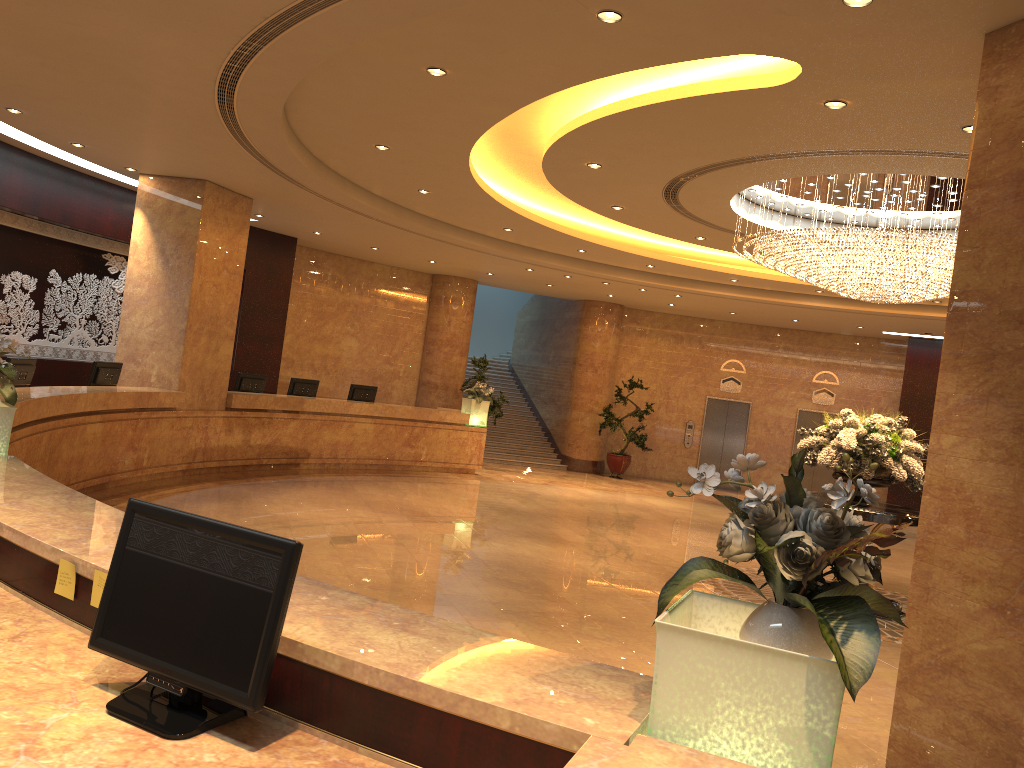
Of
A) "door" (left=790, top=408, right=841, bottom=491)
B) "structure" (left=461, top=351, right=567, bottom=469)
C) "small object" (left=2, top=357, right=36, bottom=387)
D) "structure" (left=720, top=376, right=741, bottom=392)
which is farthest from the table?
"structure" (left=720, top=376, right=741, bottom=392)

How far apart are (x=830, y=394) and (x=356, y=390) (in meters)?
11.27

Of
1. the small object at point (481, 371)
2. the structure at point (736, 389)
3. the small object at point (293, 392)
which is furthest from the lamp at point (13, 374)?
the structure at point (736, 389)

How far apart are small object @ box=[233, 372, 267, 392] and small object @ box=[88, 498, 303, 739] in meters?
11.8 m

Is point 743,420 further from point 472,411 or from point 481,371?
point 472,411

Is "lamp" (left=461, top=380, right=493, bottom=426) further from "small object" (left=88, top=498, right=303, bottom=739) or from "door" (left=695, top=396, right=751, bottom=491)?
"small object" (left=88, top=498, right=303, bottom=739)

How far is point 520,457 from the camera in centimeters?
2034cm

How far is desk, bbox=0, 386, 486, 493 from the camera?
8.79m

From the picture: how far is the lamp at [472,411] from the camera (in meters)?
16.90

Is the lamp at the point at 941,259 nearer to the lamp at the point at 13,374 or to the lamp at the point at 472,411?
the lamp at the point at 13,374
